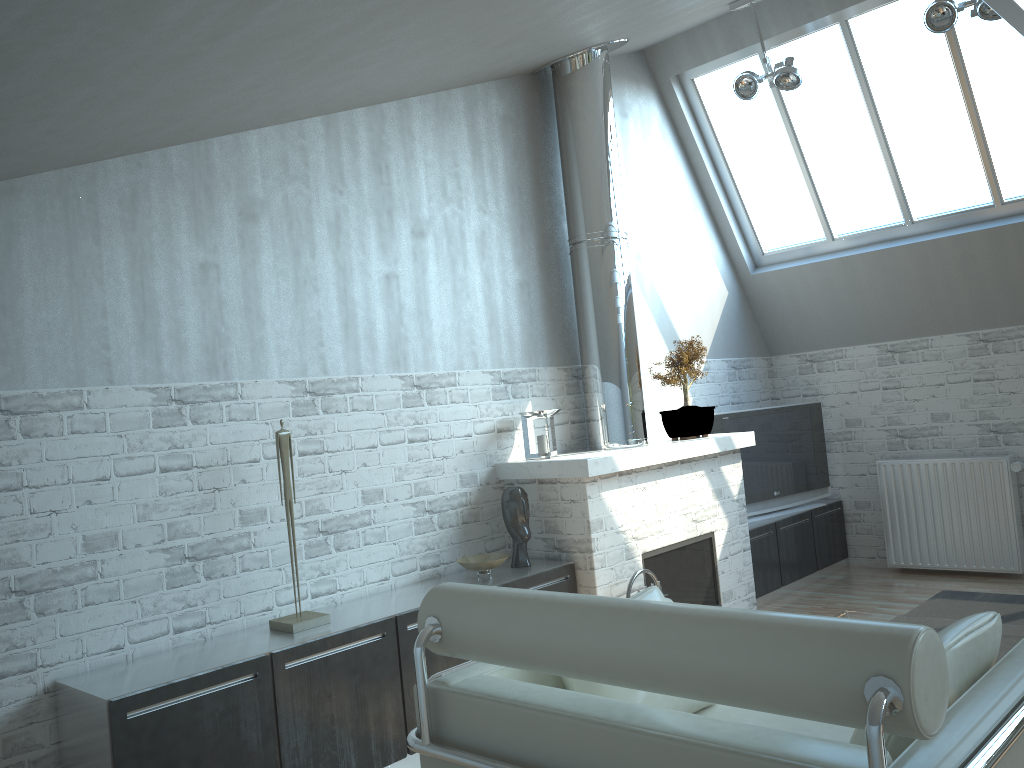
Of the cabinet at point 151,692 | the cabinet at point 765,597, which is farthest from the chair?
the cabinet at point 765,597

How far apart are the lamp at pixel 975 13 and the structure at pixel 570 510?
3.38m

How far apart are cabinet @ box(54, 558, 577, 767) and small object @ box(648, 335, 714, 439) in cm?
254

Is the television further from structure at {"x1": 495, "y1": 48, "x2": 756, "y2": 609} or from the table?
the table

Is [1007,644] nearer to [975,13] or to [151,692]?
[151,692]

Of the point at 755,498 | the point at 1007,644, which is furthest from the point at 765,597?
the point at 1007,644

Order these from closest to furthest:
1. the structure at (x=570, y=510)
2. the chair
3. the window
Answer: the chair, the structure at (x=570, y=510), the window

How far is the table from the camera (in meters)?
6.09

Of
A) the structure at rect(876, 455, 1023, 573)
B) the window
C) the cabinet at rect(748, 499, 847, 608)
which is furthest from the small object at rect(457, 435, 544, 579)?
the window

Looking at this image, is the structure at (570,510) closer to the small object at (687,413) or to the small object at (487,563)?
the small object at (687,413)
